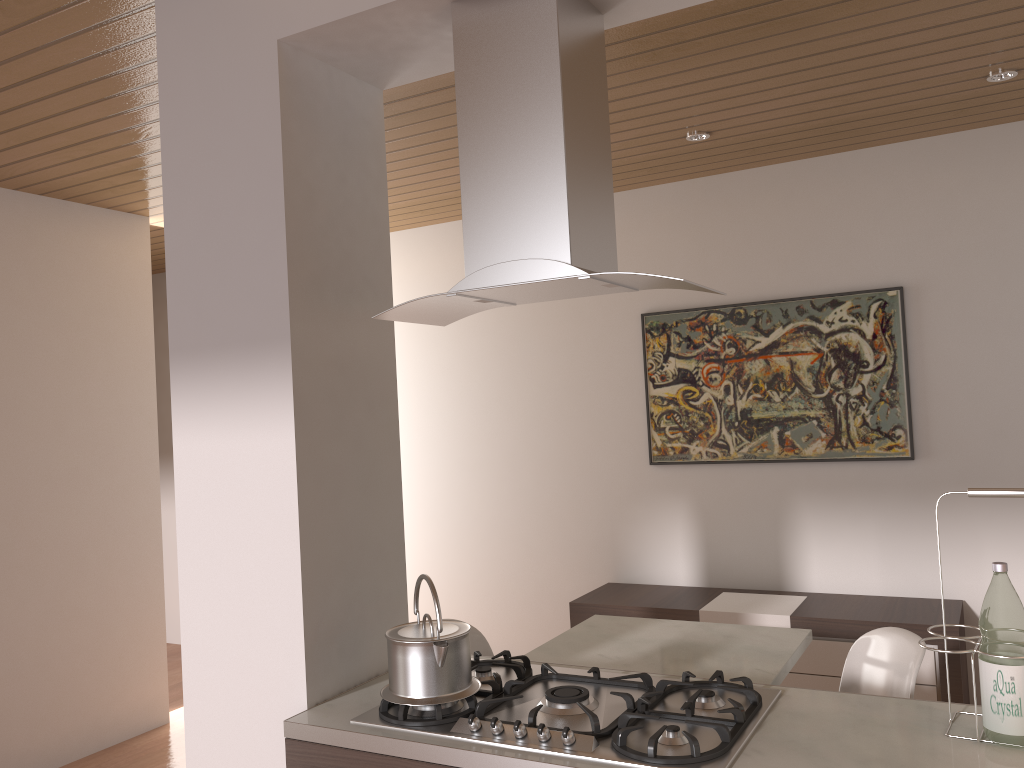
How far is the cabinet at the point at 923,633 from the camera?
3.6m

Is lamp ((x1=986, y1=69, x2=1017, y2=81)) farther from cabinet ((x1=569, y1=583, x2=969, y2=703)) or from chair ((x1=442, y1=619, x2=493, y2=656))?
chair ((x1=442, y1=619, x2=493, y2=656))

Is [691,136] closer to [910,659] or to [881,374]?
[881,374]

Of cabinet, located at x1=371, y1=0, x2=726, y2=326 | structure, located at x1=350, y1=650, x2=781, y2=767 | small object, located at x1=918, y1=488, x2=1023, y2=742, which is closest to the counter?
structure, located at x1=350, y1=650, x2=781, y2=767

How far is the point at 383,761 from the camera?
1.79m

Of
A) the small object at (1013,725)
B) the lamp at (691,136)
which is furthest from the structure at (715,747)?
the lamp at (691,136)

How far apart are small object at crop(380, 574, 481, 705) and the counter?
0.07m

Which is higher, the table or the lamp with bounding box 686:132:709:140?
the lamp with bounding box 686:132:709:140

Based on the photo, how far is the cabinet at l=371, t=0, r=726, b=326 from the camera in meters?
1.8

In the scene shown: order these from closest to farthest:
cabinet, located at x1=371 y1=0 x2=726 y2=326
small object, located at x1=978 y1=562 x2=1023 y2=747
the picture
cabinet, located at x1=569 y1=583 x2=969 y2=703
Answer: small object, located at x1=978 y1=562 x2=1023 y2=747, cabinet, located at x1=371 y1=0 x2=726 y2=326, cabinet, located at x1=569 y1=583 x2=969 y2=703, the picture
